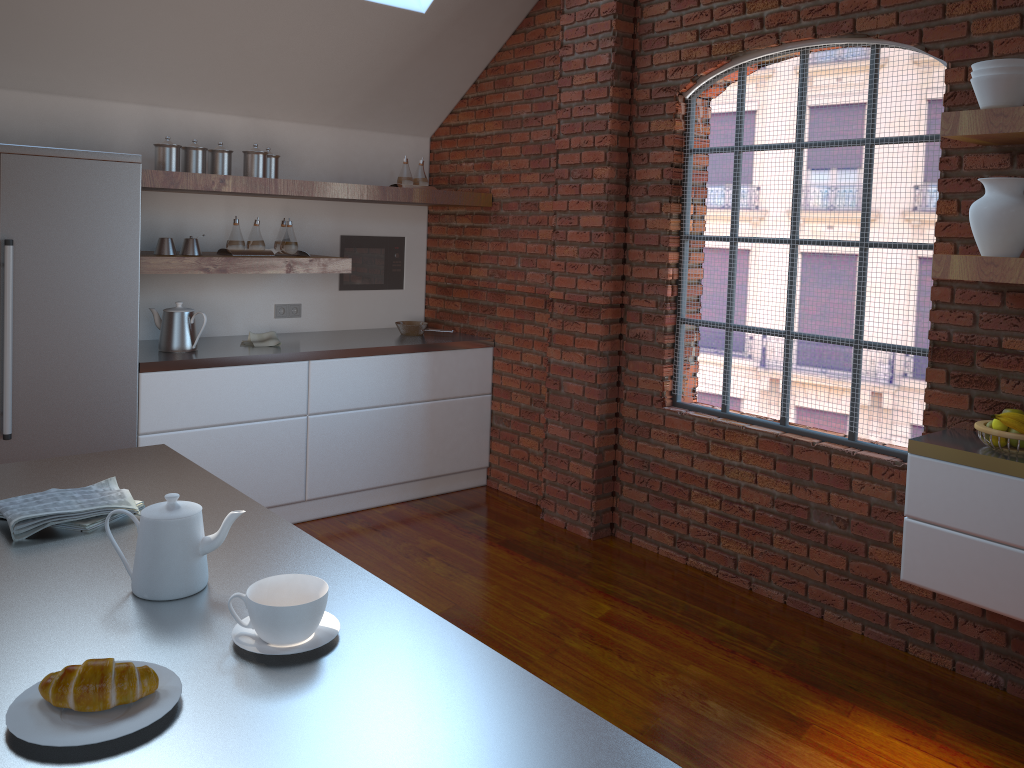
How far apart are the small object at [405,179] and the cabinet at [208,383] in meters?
1.0 m

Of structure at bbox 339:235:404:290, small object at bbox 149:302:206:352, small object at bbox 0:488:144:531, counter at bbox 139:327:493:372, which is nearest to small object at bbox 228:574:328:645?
small object at bbox 0:488:144:531

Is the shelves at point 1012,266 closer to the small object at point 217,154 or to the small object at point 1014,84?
the small object at point 1014,84

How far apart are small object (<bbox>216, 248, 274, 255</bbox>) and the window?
2.0m

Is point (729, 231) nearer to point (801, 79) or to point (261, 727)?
point (801, 79)

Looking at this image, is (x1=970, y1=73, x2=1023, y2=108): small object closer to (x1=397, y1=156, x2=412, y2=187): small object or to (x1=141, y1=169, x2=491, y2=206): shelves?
(x1=141, y1=169, x2=491, y2=206): shelves

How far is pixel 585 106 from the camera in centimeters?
422cm

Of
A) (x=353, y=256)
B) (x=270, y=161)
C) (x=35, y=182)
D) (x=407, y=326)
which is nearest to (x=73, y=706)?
(x=35, y=182)

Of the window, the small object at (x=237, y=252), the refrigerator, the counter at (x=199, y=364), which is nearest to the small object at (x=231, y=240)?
the small object at (x=237, y=252)

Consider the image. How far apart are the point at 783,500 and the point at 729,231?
4.3 meters
